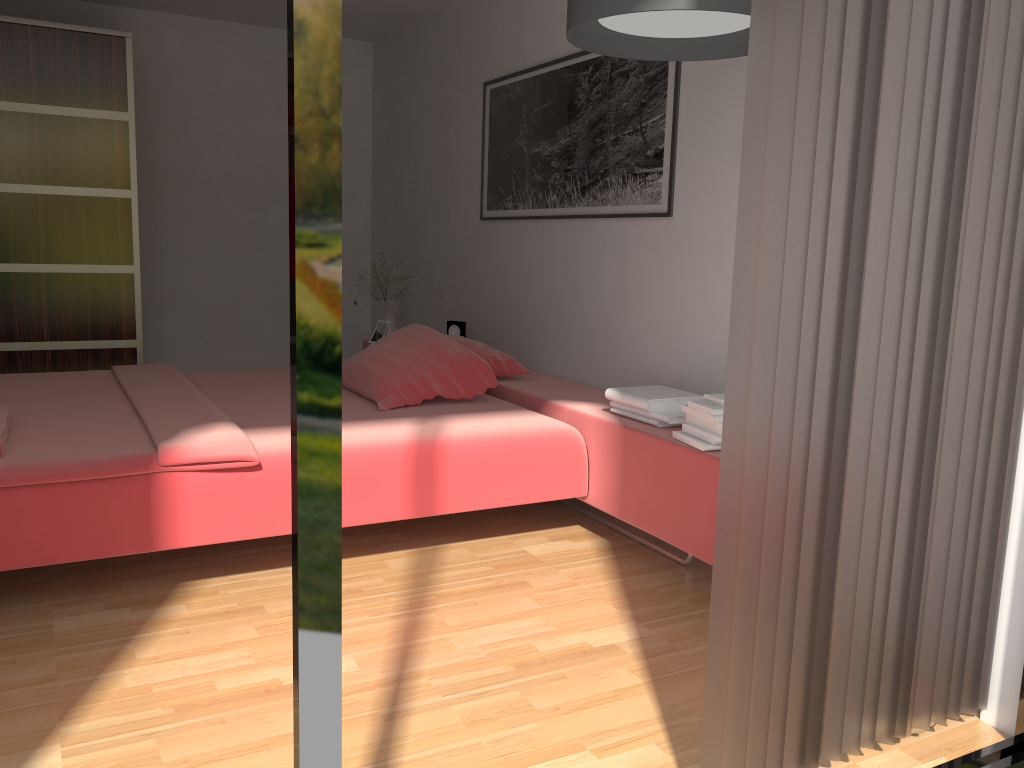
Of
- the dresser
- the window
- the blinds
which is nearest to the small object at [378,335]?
the dresser

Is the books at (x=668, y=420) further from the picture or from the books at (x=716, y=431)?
the picture

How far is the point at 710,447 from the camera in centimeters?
247cm

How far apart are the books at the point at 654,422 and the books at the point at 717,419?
0.18m

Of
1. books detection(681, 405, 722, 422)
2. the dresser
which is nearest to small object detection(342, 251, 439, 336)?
the dresser

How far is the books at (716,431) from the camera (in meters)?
2.48

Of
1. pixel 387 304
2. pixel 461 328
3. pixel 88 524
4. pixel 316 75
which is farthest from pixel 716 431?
pixel 387 304

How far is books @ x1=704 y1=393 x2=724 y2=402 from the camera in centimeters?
249cm

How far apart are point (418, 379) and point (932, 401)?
1.93m

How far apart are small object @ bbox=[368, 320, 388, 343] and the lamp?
2.76m
